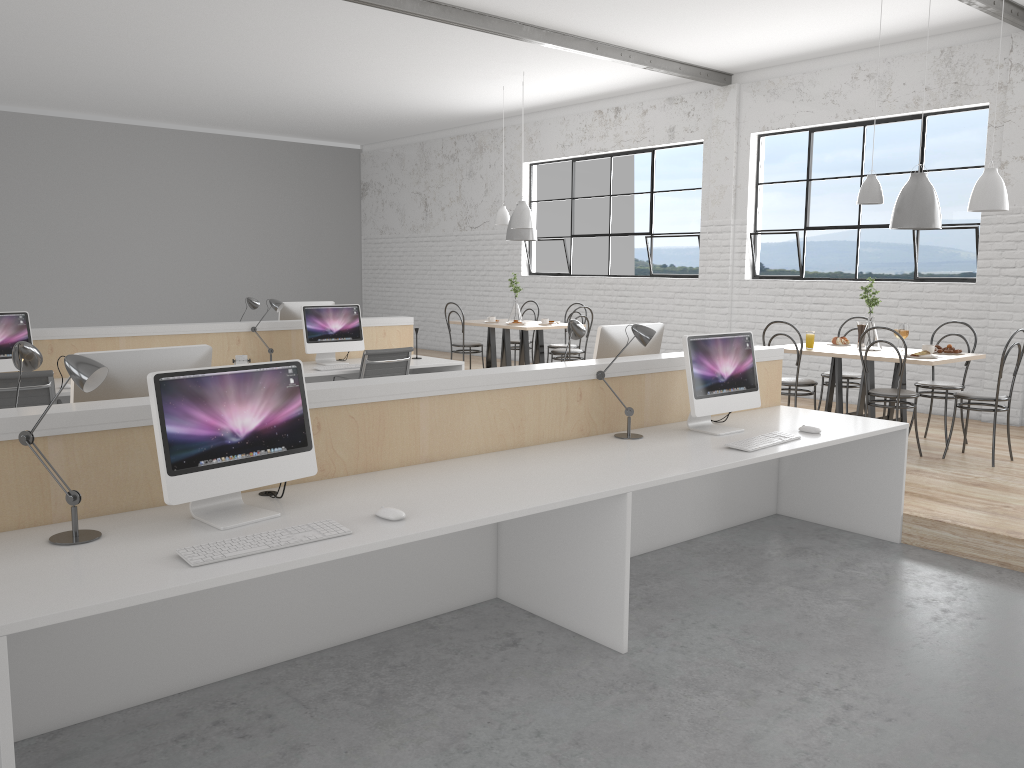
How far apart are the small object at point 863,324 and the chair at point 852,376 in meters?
0.3 m

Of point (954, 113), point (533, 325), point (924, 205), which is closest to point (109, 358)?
point (924, 205)

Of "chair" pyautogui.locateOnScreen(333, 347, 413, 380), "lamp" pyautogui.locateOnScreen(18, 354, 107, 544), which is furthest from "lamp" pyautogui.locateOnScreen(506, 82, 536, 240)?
"lamp" pyautogui.locateOnScreen(18, 354, 107, 544)

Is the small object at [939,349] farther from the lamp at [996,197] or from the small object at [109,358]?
the small object at [109,358]

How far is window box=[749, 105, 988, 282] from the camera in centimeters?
595cm

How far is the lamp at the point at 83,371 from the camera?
1.9 meters

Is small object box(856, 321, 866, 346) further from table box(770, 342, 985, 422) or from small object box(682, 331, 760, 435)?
small object box(682, 331, 760, 435)

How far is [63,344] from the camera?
4.7 meters

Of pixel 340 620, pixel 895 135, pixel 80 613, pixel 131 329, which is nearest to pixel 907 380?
pixel 895 135

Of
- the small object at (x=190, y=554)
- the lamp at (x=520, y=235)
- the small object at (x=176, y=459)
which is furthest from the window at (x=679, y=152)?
the small object at (x=190, y=554)
